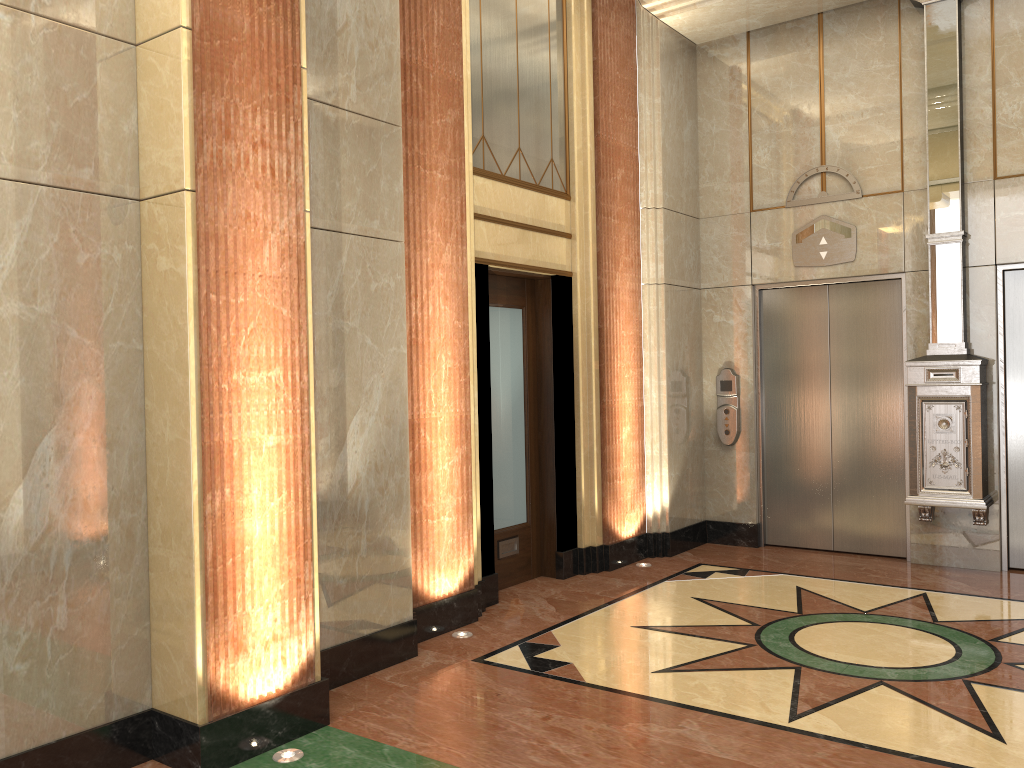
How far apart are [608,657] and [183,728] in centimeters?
216cm
